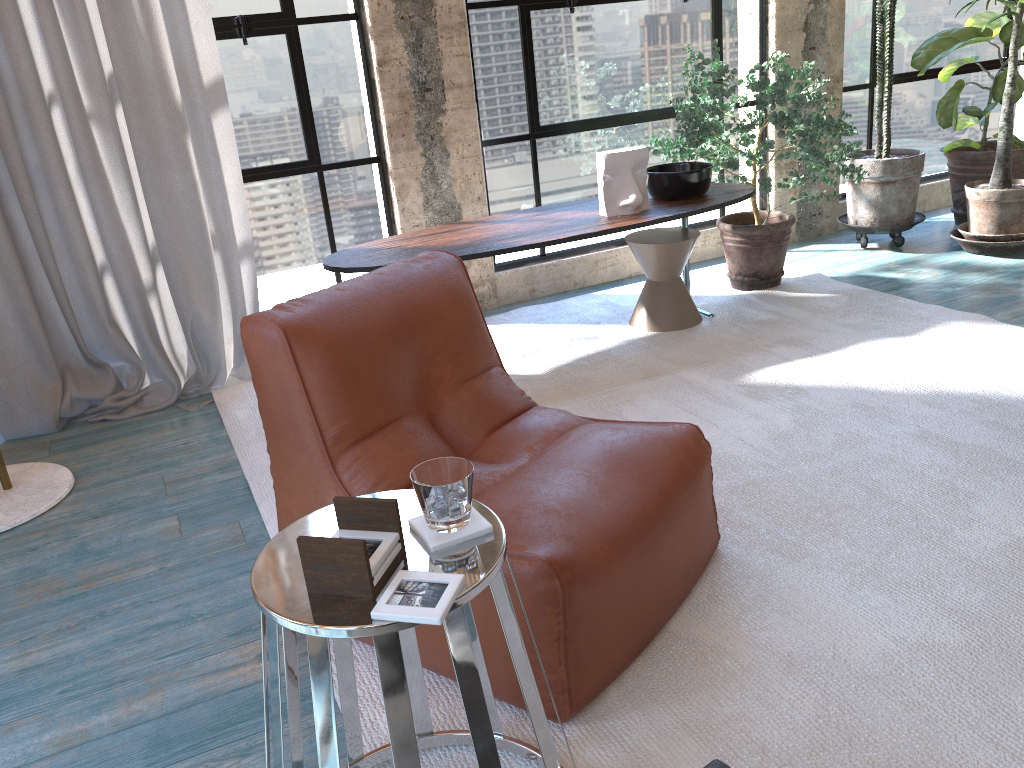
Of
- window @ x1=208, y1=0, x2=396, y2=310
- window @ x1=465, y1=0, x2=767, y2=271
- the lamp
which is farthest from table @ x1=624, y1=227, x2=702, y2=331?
the lamp

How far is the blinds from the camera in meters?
3.3

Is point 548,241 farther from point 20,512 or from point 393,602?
point 393,602

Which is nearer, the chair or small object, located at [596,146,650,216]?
the chair

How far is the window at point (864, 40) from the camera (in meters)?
5.14

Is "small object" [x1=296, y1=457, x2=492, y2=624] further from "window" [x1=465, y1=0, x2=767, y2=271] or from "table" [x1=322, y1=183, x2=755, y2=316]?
"window" [x1=465, y1=0, x2=767, y2=271]

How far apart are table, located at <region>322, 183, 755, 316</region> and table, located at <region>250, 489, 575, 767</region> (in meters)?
1.95

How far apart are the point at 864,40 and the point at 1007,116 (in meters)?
1.10

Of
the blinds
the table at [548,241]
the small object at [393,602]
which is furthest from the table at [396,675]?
the blinds

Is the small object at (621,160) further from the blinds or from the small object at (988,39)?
the small object at (988,39)
